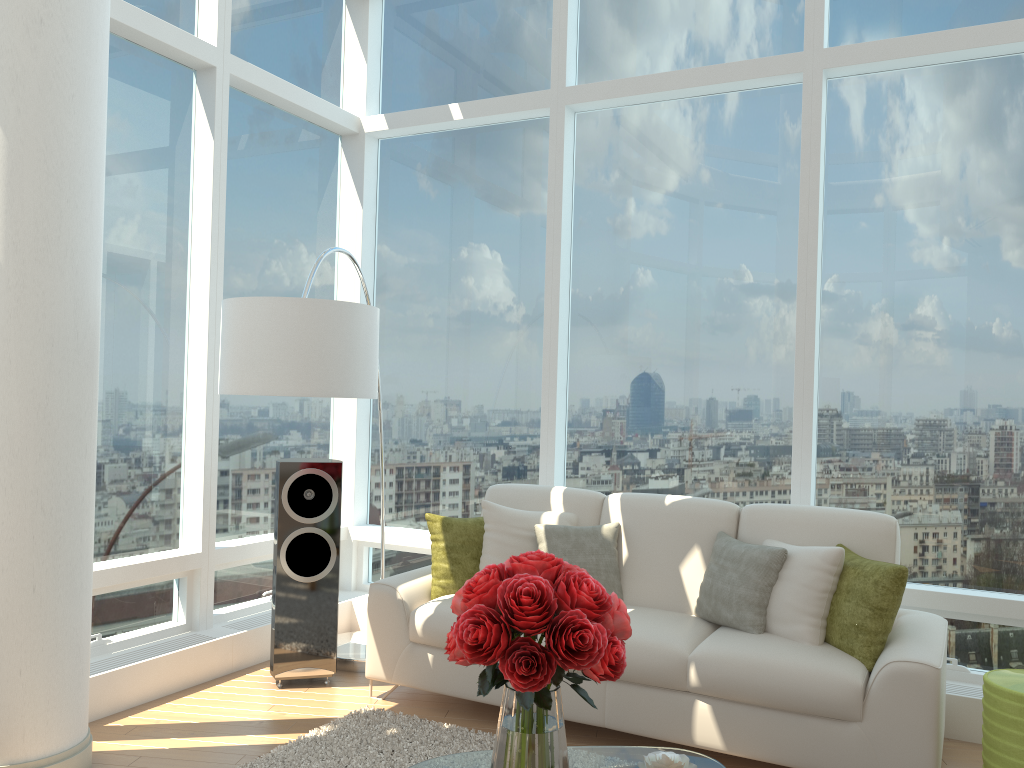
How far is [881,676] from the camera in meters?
3.3 m

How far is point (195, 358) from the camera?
4.87m

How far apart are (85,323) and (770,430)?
3.4 meters

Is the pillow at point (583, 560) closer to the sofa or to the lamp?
the sofa

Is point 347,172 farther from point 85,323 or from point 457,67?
point 85,323

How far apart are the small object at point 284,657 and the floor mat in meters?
Result: 0.5 m

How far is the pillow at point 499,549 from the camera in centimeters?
443cm

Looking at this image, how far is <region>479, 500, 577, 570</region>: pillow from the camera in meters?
4.4

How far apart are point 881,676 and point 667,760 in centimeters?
121cm

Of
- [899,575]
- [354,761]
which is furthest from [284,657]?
[899,575]
